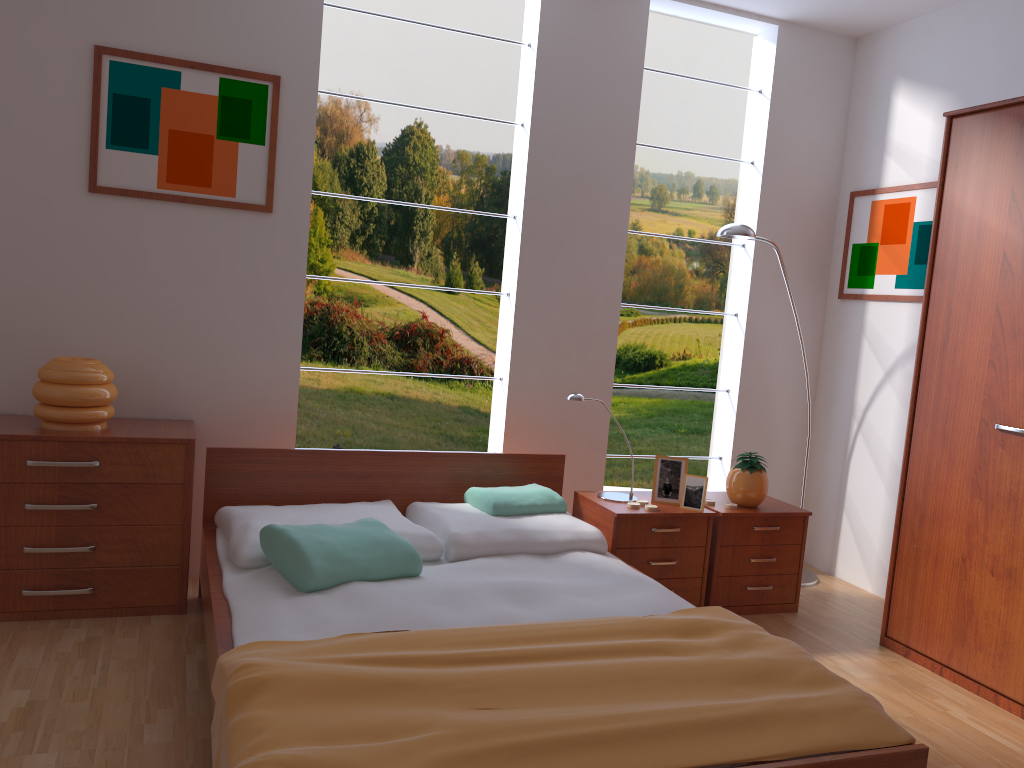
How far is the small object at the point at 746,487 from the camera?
3.6m

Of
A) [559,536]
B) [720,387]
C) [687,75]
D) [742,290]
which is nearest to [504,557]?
[559,536]

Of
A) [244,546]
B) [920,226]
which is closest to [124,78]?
[244,546]

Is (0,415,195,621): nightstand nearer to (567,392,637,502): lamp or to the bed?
the bed

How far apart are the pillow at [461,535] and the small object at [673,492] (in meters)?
0.44

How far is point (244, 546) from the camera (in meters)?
2.71

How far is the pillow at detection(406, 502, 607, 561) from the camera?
3.0 meters

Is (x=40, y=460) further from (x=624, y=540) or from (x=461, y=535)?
(x=624, y=540)

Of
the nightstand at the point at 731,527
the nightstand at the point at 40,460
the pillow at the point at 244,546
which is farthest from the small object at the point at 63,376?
the nightstand at the point at 731,527

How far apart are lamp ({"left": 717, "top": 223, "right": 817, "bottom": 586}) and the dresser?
0.7m
